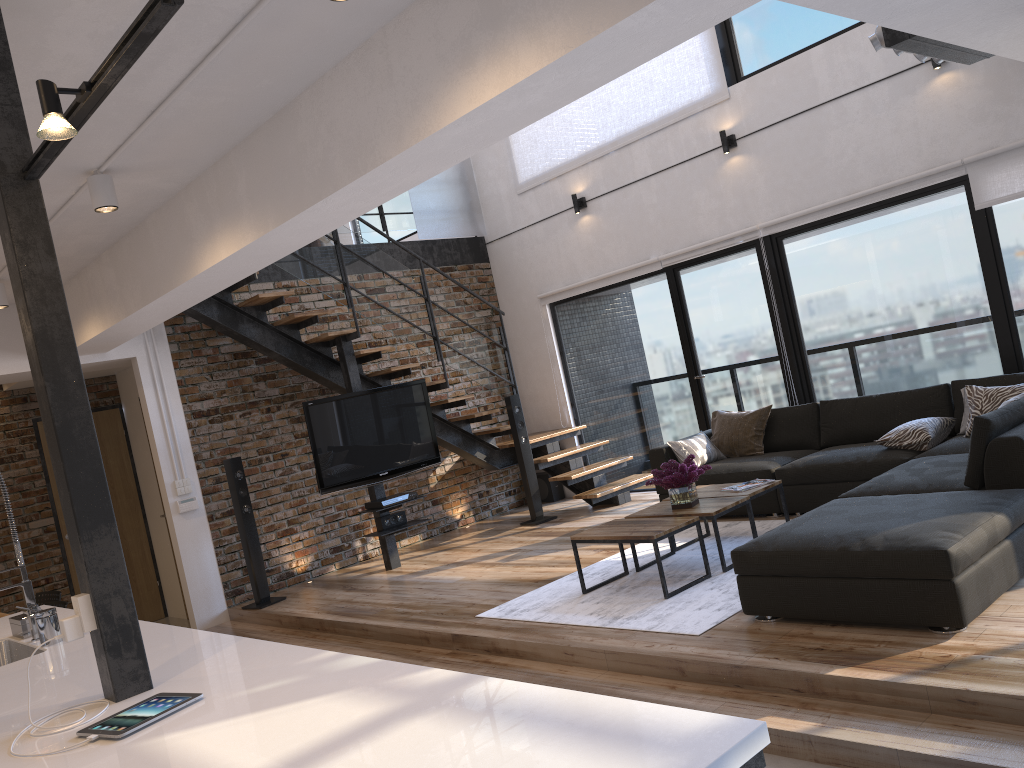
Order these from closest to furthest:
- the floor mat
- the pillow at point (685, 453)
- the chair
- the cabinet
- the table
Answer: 1. the cabinet
2. the floor mat
3. the table
4. the chair
5. the pillow at point (685, 453)

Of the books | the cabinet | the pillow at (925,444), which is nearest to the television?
the cabinet

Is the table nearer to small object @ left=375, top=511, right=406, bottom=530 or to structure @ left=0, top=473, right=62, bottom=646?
small object @ left=375, top=511, right=406, bottom=530

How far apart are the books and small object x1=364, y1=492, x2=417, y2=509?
2.8 meters

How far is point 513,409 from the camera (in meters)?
8.18

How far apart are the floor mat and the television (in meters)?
2.20

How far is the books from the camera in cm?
554

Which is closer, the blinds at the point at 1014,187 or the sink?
the sink

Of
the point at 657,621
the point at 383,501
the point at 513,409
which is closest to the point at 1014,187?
the point at 657,621

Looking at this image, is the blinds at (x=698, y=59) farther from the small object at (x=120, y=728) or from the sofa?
the small object at (x=120, y=728)
